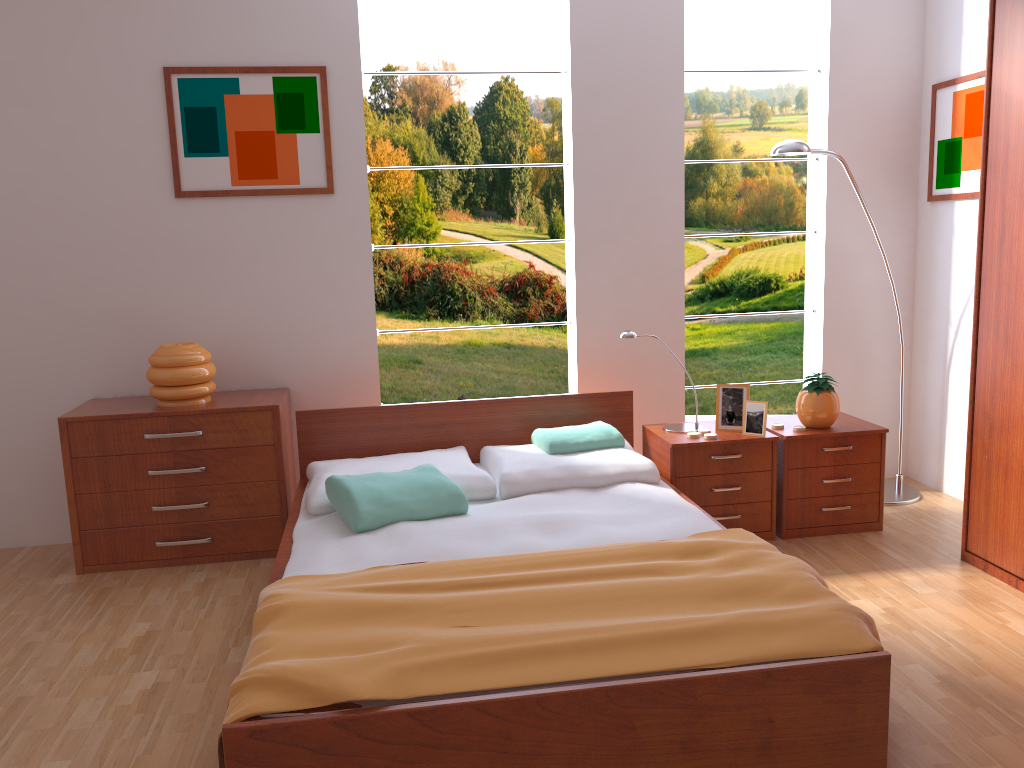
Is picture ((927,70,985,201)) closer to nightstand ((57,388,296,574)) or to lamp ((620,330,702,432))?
lamp ((620,330,702,432))

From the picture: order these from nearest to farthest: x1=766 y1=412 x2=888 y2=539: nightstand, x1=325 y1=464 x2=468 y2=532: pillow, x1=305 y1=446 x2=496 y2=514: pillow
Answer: x1=325 y1=464 x2=468 y2=532: pillow < x1=305 y1=446 x2=496 y2=514: pillow < x1=766 y1=412 x2=888 y2=539: nightstand

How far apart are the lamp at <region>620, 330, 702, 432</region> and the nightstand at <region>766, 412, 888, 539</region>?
0.3m

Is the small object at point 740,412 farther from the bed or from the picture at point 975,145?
the picture at point 975,145

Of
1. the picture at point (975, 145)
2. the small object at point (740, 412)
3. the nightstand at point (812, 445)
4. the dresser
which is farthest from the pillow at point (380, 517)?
the picture at point (975, 145)

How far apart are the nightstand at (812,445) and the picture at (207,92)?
2.1m

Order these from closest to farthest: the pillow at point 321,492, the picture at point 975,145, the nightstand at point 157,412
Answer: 1. the pillow at point 321,492
2. the nightstand at point 157,412
3. the picture at point 975,145

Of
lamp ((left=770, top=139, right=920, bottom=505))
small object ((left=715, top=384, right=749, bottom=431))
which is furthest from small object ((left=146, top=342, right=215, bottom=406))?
lamp ((left=770, top=139, right=920, bottom=505))

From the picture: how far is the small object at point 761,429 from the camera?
3.48m

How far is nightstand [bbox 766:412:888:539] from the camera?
3.5m
